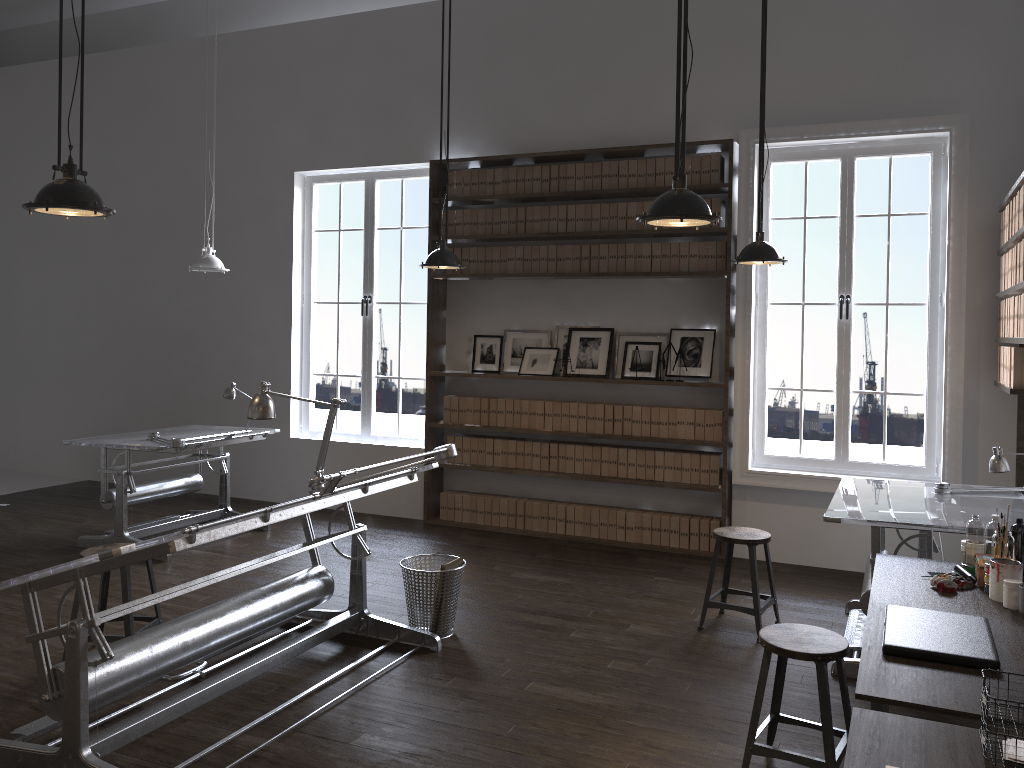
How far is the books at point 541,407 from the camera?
7.00m

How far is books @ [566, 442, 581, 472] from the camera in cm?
691

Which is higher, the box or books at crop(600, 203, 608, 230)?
books at crop(600, 203, 608, 230)

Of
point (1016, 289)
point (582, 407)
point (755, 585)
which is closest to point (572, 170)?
point (582, 407)

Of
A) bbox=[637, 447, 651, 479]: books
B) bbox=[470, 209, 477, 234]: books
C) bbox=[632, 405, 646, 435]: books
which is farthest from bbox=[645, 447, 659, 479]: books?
bbox=[470, 209, 477, 234]: books

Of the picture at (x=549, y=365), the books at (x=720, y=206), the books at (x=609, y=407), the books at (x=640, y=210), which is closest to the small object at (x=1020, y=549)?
the books at (x=720, y=206)

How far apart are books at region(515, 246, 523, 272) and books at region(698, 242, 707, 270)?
1.43m

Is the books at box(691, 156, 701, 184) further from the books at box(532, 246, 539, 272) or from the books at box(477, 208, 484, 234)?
the books at box(477, 208, 484, 234)

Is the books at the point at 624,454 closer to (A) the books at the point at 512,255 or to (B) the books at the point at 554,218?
(A) the books at the point at 512,255

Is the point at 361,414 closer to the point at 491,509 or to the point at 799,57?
the point at 491,509
